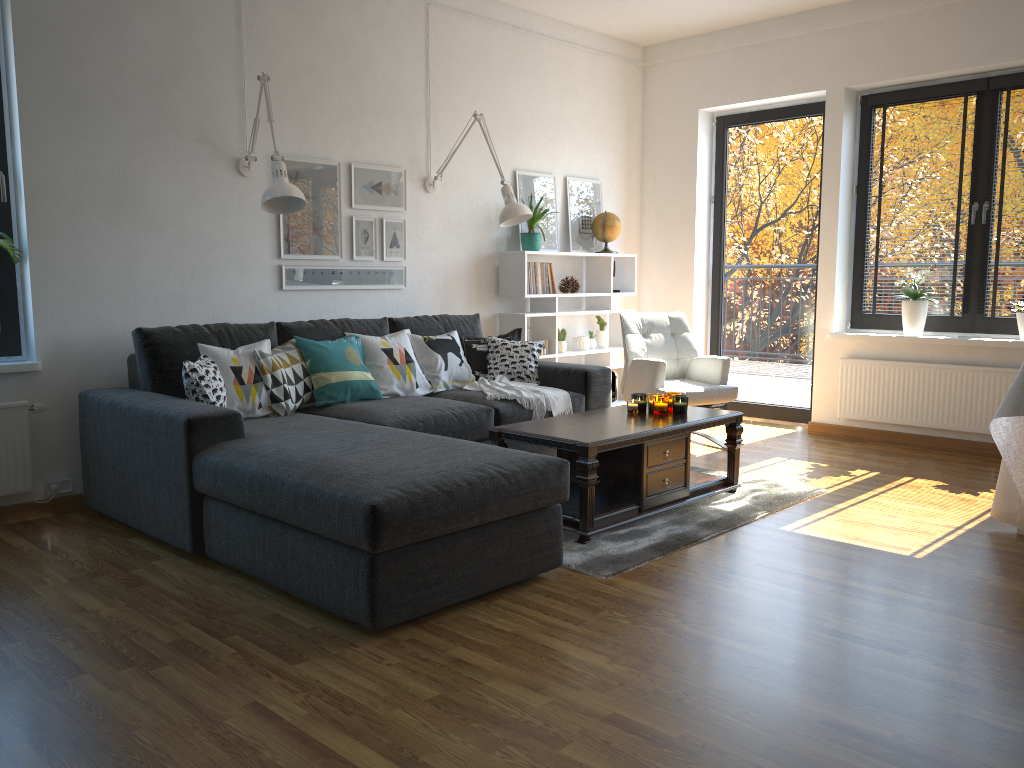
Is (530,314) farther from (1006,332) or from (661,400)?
(1006,332)

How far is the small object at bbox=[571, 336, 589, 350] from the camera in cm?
618

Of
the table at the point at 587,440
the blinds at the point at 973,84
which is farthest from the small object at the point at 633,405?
the blinds at the point at 973,84

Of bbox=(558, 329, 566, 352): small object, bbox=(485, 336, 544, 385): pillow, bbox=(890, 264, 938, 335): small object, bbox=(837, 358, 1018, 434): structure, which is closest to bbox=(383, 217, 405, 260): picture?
bbox=(485, 336, 544, 385): pillow

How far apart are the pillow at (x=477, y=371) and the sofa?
0.09m

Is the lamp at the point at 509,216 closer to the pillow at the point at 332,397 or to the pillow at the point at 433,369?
the pillow at the point at 433,369

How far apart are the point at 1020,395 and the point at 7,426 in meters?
4.2 m

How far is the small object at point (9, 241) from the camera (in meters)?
3.75

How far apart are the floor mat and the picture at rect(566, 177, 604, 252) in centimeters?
234cm

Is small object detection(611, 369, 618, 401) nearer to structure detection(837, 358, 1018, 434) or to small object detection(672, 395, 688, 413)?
structure detection(837, 358, 1018, 434)
